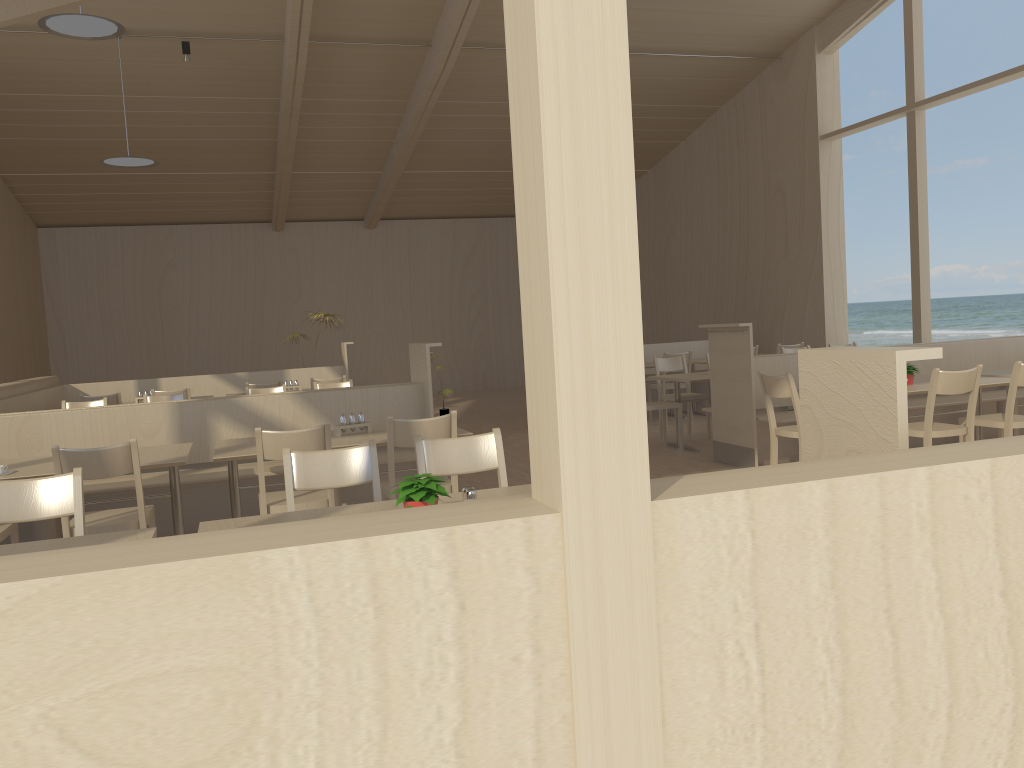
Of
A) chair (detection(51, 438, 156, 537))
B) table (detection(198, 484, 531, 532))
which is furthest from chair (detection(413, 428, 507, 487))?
chair (detection(51, 438, 156, 537))

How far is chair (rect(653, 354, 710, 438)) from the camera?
8.6 meters

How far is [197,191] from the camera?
13.63m

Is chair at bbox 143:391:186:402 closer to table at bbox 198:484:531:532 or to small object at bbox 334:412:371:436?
small object at bbox 334:412:371:436

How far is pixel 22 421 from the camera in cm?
523

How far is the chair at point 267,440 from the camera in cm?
398

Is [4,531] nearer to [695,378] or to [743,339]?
[743,339]

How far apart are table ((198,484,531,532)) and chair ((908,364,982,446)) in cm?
315

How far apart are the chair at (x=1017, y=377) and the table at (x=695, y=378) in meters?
2.3

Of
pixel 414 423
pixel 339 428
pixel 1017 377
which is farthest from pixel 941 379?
pixel 339 428
